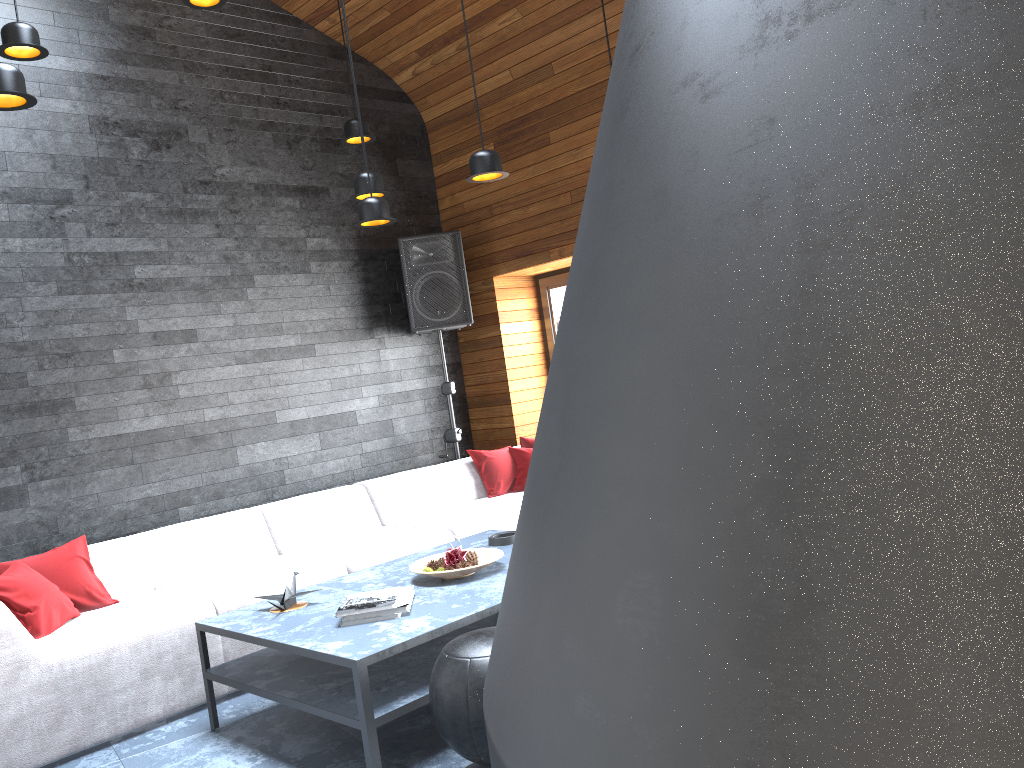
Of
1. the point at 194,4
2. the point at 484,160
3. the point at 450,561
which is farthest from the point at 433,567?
the point at 194,4

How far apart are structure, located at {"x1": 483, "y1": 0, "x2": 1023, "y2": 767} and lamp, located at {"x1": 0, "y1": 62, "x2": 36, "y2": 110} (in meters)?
2.95

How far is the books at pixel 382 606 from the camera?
3.1 meters

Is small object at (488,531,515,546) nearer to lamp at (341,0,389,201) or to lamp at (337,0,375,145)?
lamp at (341,0,389,201)

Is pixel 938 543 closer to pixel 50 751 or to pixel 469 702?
pixel 469 702

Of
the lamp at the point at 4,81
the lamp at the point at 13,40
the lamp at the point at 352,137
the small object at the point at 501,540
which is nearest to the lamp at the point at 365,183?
the lamp at the point at 352,137

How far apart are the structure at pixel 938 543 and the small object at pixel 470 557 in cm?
298

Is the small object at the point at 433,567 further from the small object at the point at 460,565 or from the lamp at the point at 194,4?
the lamp at the point at 194,4

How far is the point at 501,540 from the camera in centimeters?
413cm

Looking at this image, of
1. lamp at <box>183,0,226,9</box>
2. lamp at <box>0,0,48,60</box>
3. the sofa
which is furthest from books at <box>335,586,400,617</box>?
lamp at <box>183,0,226,9</box>
